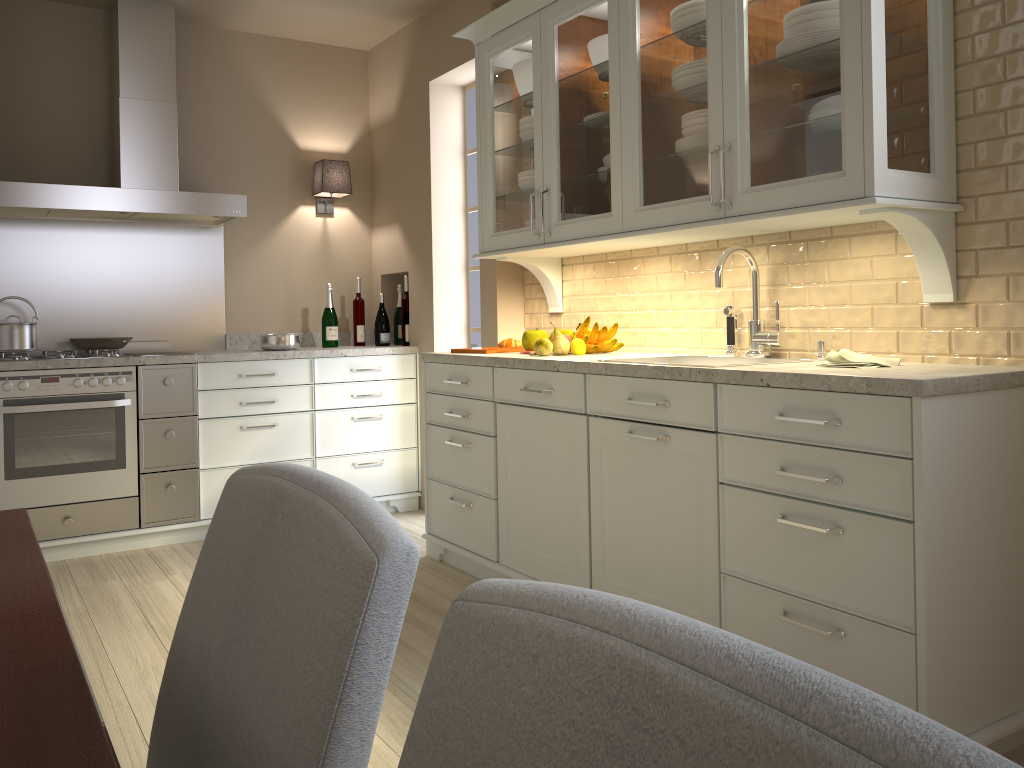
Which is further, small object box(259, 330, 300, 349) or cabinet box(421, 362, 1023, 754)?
small object box(259, 330, 300, 349)

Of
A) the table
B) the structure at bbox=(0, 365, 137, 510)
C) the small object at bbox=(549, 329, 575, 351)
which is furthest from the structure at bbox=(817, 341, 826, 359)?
the structure at bbox=(0, 365, 137, 510)

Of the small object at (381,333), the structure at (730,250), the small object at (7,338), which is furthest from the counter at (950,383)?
the small object at (7,338)

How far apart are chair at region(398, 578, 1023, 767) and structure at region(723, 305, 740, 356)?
2.4m

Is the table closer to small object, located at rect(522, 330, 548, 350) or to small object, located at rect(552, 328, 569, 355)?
small object, located at rect(552, 328, 569, 355)

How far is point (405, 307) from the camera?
4.52m

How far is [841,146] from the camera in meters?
2.1

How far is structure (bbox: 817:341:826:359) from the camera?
2.5 meters

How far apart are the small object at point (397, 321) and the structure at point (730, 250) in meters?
2.4 m

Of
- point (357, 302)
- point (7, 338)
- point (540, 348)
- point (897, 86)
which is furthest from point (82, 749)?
point (357, 302)
